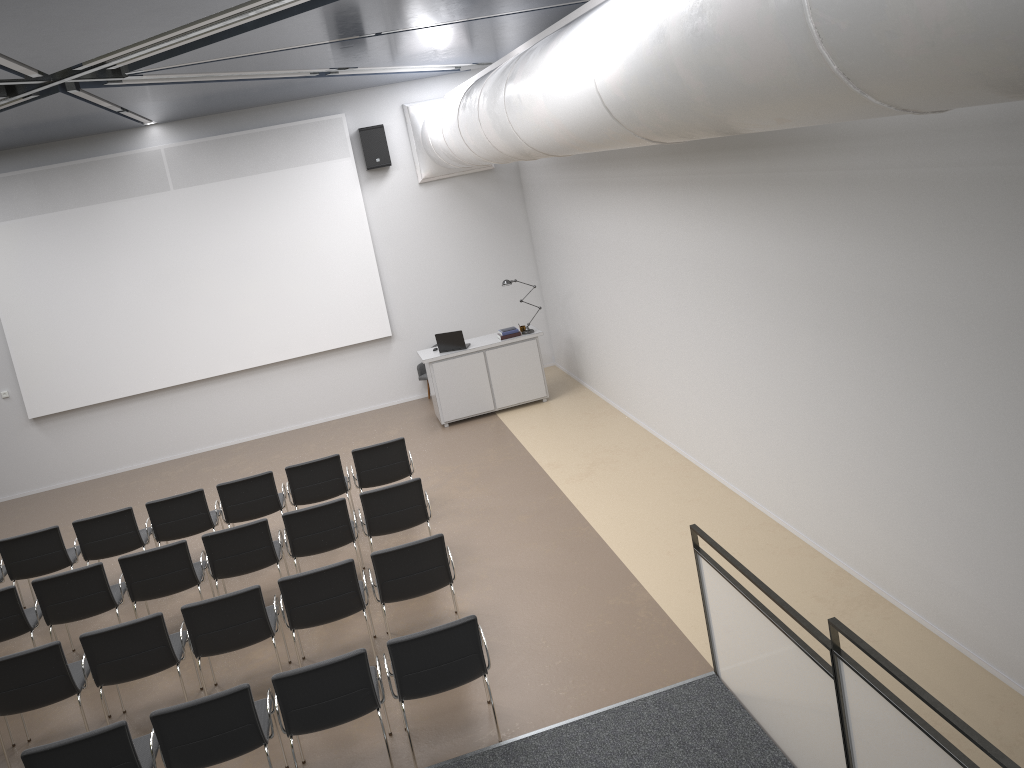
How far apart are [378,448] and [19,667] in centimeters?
386cm

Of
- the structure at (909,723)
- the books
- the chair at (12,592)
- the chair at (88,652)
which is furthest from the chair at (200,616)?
the books

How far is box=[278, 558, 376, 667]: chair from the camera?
6.5 meters

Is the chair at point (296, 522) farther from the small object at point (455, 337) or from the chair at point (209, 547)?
the small object at point (455, 337)

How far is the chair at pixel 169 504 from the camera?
8.7 meters

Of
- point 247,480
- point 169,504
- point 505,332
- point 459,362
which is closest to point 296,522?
point 247,480

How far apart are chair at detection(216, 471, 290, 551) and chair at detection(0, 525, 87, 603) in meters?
1.5 m

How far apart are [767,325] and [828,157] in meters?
1.7

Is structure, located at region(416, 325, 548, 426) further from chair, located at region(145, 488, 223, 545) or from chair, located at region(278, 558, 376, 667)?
chair, located at region(278, 558, 376, 667)

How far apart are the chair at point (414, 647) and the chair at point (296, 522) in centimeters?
234cm
